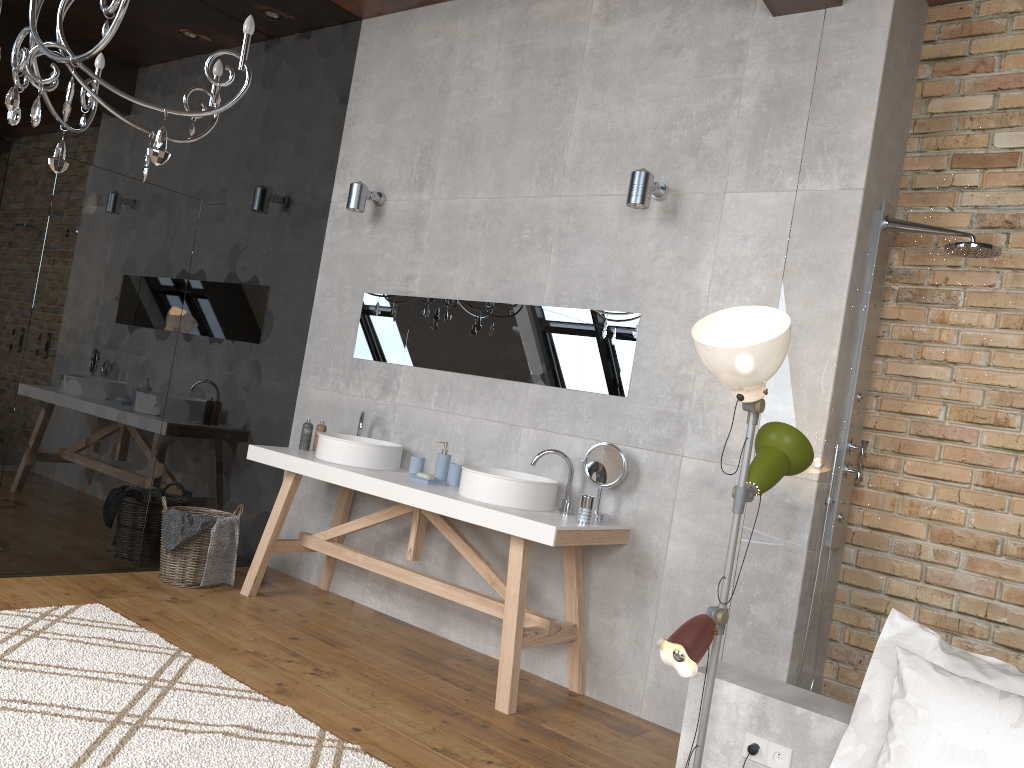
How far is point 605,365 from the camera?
4.0m

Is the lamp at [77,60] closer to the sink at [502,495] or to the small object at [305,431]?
the sink at [502,495]

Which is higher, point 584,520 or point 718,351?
point 718,351

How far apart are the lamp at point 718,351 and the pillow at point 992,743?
0.5 meters

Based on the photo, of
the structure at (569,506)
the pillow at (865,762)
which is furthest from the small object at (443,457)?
the pillow at (865,762)

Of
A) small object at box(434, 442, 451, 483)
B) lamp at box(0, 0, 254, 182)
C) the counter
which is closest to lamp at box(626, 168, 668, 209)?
the counter

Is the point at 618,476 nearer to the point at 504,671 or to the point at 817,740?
the point at 504,671

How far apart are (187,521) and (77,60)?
2.5 meters

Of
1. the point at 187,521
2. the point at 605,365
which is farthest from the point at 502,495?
the point at 187,521

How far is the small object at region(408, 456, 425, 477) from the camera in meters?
4.3 m
